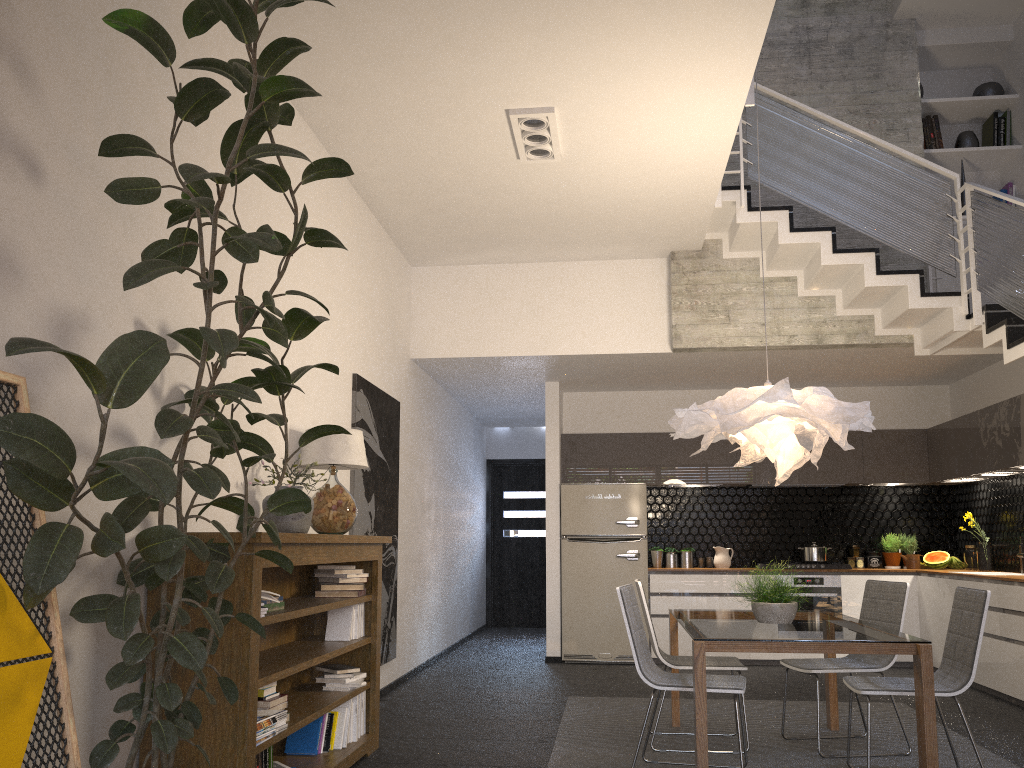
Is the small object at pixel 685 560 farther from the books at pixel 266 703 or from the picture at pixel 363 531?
the books at pixel 266 703

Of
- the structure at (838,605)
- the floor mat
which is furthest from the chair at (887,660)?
the structure at (838,605)

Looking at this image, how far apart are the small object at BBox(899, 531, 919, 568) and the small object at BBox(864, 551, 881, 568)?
0.3 meters

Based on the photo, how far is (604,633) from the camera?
8.25m

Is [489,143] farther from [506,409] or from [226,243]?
[506,409]

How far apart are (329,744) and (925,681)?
2.76m

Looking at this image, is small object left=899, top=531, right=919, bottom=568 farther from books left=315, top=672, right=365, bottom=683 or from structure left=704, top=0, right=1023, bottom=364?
books left=315, top=672, right=365, bottom=683

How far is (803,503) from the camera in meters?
8.9

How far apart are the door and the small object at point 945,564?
5.05m

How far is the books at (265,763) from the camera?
3.6m
